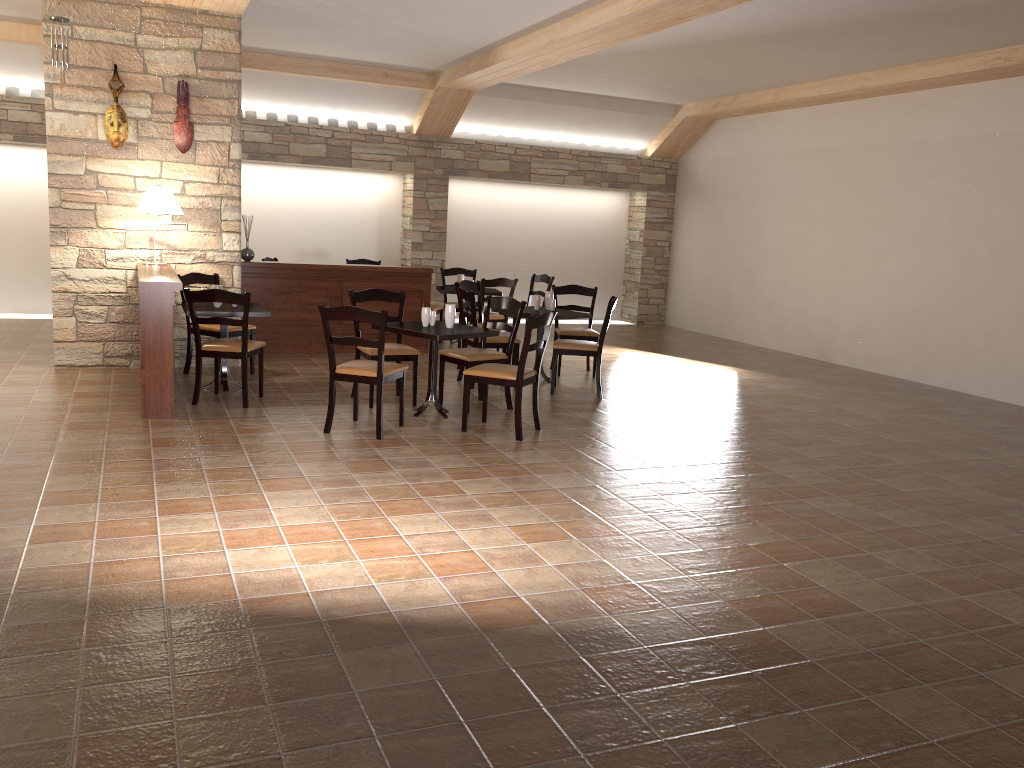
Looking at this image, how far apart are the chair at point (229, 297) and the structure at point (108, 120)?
2.0 meters

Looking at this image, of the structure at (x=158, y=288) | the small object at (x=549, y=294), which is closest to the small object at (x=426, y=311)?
the structure at (x=158, y=288)

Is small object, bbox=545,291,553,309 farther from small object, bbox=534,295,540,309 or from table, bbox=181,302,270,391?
table, bbox=181,302,270,391

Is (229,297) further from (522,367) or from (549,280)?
(549,280)

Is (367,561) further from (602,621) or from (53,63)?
(53,63)

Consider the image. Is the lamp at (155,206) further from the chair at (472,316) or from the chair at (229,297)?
the chair at (472,316)

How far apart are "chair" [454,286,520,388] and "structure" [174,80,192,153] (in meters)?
2.60

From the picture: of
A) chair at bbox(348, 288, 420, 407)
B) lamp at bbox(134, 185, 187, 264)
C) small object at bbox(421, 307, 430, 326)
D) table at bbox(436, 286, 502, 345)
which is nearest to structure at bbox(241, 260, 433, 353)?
table at bbox(436, 286, 502, 345)

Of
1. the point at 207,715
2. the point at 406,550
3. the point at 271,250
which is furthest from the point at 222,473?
the point at 271,250

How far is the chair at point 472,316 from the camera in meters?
7.5
